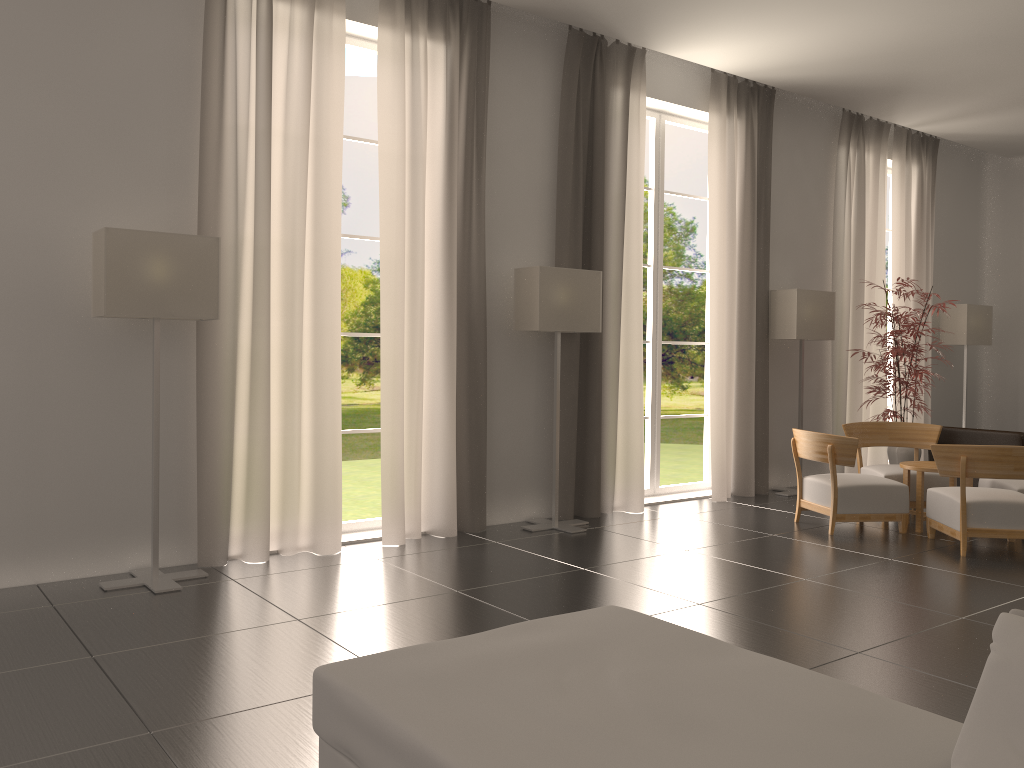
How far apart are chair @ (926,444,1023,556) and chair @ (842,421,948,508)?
1.3 meters

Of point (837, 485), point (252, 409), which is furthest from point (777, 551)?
point (252, 409)

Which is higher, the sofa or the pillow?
the pillow

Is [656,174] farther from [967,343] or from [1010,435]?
[967,343]

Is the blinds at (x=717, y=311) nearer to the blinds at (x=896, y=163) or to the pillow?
the blinds at (x=896, y=163)

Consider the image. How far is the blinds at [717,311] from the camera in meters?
13.0 m

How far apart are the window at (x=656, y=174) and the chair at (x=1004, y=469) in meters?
3.9

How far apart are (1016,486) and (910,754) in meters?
9.0 m

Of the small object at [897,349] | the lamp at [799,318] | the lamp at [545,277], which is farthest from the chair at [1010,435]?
the lamp at [545,277]

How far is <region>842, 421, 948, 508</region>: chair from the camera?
11.81m
